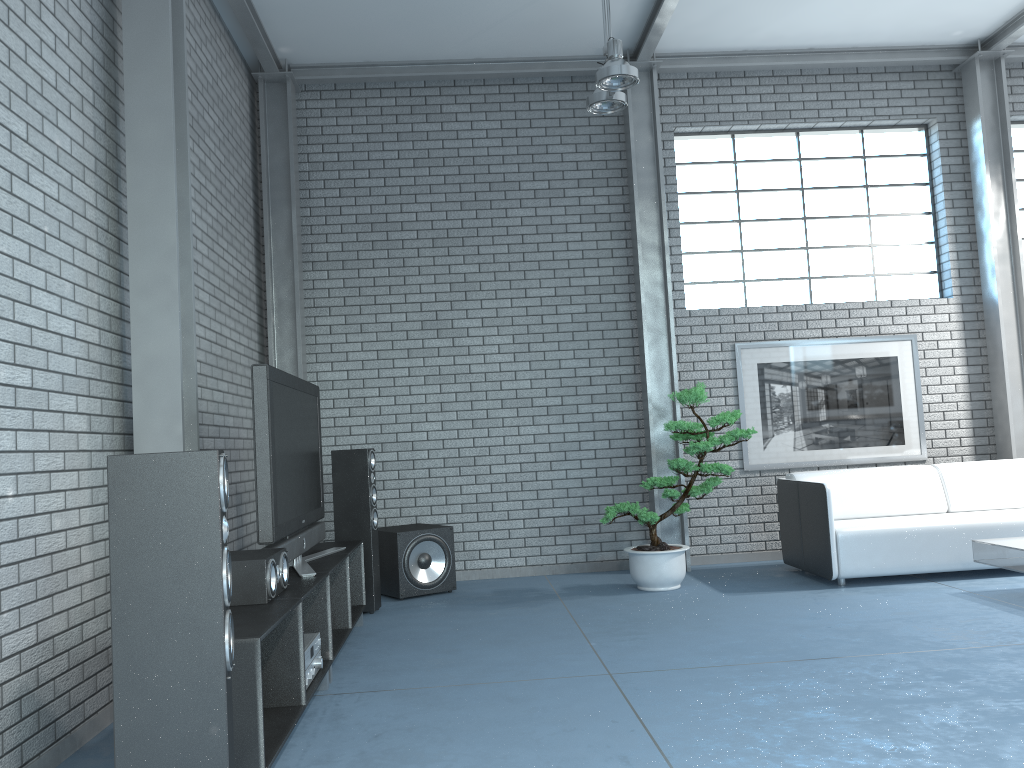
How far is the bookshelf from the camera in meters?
2.6

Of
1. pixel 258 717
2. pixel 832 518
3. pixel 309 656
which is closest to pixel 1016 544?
pixel 832 518

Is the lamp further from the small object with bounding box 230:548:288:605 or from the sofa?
the small object with bounding box 230:548:288:605

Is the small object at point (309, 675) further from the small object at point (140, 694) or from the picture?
the picture

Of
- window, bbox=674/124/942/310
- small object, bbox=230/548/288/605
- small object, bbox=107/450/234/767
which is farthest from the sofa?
small object, bbox=107/450/234/767

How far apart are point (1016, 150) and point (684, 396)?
4.2 meters

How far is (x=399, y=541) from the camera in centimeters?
605cm

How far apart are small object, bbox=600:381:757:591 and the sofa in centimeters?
56cm

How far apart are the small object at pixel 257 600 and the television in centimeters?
18cm

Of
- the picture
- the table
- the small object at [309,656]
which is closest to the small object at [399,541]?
the small object at [309,656]
